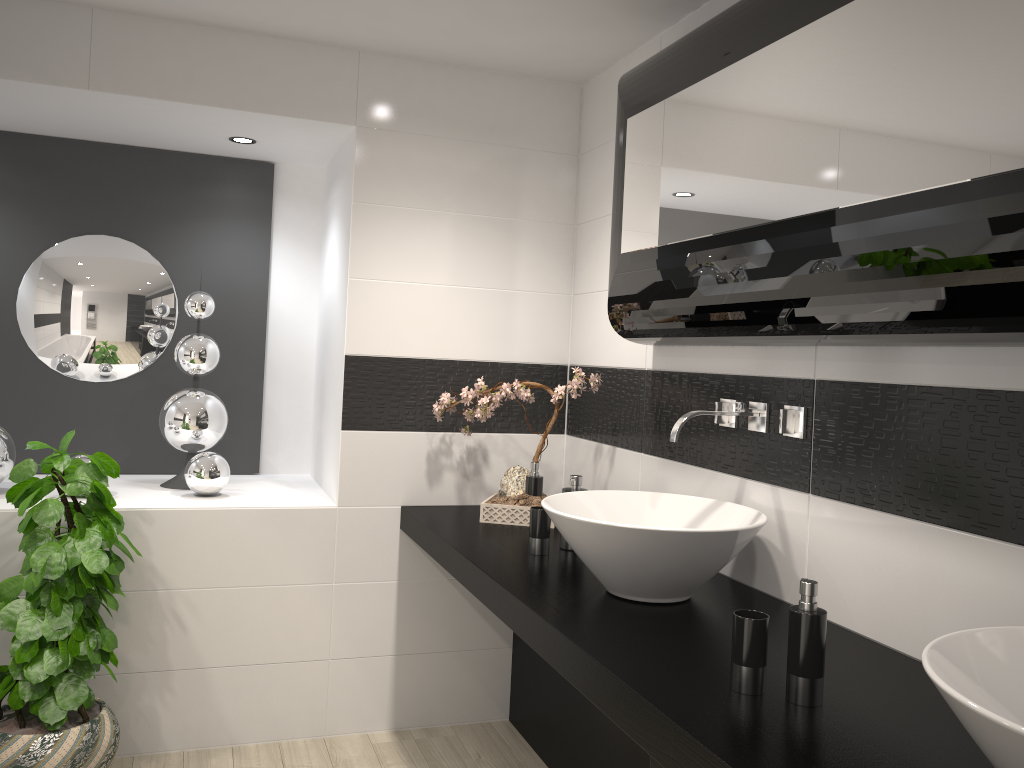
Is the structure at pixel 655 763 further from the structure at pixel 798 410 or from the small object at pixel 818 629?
the structure at pixel 798 410

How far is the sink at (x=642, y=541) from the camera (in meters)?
1.99

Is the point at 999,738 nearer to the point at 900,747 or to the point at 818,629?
the point at 900,747

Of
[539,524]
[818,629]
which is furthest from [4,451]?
[818,629]

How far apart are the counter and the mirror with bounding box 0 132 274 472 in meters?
1.0

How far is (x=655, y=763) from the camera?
1.5m

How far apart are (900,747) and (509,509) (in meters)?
1.80

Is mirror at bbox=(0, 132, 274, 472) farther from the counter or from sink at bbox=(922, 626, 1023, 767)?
sink at bbox=(922, 626, 1023, 767)

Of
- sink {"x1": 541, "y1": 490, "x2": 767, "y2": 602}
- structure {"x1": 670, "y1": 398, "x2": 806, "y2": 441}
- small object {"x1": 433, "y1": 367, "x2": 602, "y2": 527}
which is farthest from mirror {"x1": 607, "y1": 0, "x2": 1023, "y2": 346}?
sink {"x1": 541, "y1": 490, "x2": 767, "y2": 602}

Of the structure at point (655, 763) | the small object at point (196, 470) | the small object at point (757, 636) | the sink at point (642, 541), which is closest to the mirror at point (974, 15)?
the sink at point (642, 541)
